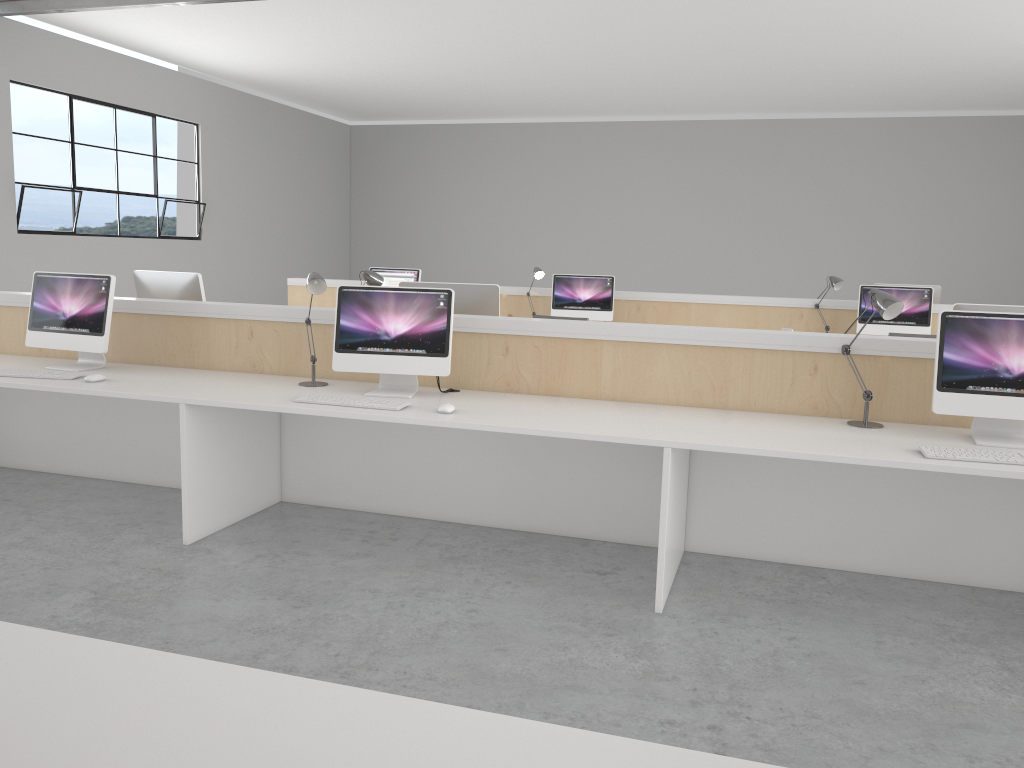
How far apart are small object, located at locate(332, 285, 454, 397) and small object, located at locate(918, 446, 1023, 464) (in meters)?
1.46

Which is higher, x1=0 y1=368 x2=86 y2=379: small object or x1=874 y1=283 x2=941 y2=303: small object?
x1=874 y1=283 x2=941 y2=303: small object

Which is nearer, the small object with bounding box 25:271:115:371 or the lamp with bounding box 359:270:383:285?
the small object with bounding box 25:271:115:371

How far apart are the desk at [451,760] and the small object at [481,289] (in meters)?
2.50

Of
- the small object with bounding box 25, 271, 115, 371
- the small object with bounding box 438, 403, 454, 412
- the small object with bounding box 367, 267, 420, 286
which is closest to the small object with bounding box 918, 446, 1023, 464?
the small object with bounding box 438, 403, 454, 412

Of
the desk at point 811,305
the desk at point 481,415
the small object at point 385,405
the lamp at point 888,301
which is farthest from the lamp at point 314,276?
the desk at point 811,305

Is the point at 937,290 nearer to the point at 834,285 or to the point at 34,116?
the point at 834,285

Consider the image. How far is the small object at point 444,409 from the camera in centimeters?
271cm

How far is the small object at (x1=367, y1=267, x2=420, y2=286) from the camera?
6.1 meters

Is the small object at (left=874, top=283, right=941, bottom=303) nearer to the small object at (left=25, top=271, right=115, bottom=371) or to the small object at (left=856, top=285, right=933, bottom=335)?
the small object at (left=856, top=285, right=933, bottom=335)
